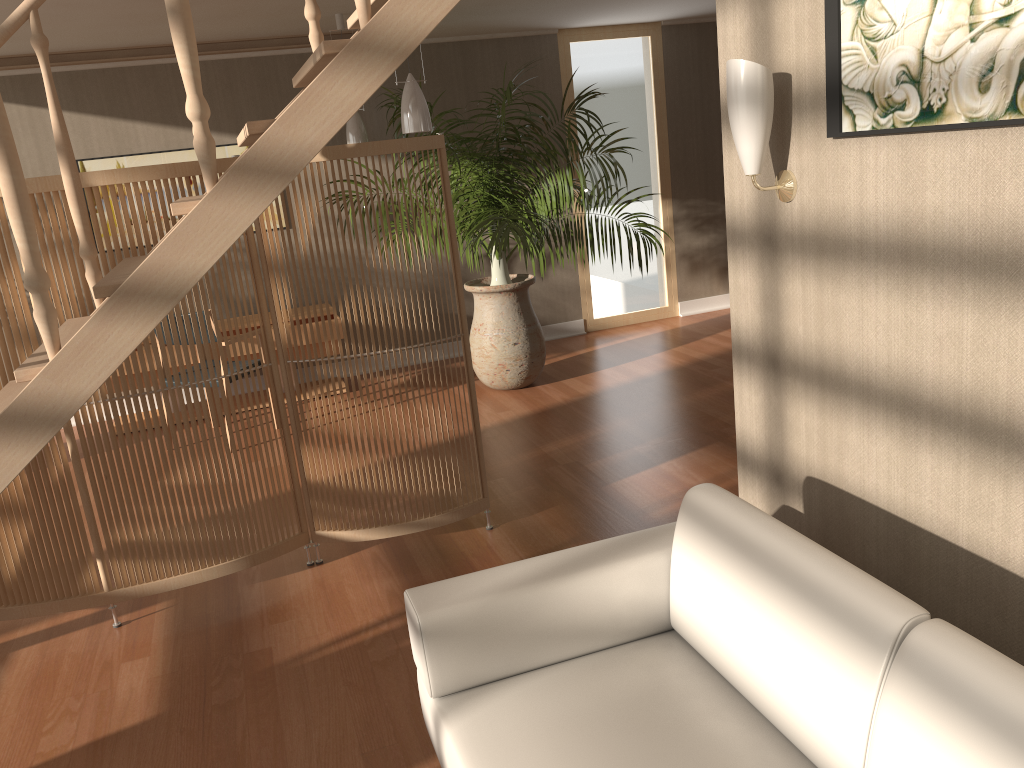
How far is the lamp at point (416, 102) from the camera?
4.0m

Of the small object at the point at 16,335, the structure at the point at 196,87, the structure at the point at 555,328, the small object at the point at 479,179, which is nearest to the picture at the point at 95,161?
the small object at the point at 479,179

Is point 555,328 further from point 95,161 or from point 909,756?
point 909,756

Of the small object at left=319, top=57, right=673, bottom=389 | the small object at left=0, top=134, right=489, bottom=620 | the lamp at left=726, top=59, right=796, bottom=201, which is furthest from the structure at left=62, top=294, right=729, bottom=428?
the lamp at left=726, top=59, right=796, bottom=201

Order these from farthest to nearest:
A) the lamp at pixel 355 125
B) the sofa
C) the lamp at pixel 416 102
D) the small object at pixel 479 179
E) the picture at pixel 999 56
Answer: the lamp at pixel 355 125
the small object at pixel 479 179
the lamp at pixel 416 102
the picture at pixel 999 56
the sofa

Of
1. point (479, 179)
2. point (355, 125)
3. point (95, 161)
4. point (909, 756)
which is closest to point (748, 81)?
point (909, 756)

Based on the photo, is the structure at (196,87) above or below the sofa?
above

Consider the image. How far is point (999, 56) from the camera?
1.6 meters

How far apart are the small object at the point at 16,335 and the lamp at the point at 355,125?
2.44m

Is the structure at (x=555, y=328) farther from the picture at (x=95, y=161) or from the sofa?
the sofa
